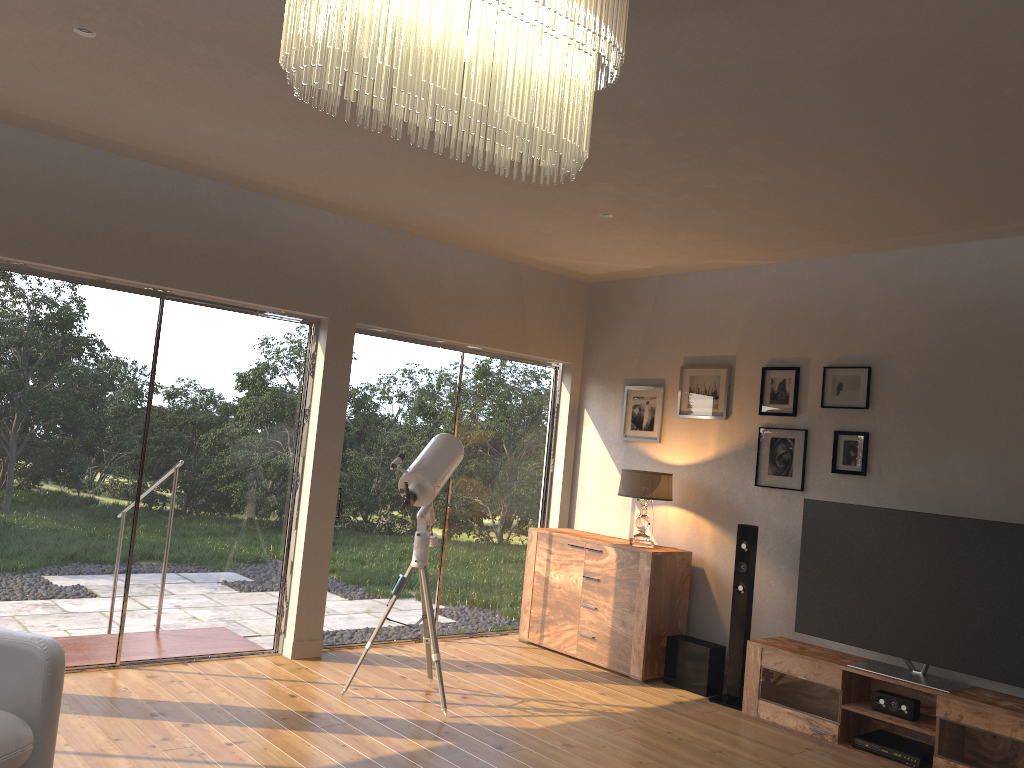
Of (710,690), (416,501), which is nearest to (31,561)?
(416,501)

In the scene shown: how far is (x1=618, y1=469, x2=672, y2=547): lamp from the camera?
5.9m

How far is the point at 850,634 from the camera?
4.9 meters

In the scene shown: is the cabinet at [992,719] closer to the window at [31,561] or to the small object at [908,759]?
the small object at [908,759]

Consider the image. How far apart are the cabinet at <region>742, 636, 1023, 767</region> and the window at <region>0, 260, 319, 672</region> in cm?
286

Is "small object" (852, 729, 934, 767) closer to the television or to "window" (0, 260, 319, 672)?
Answer: the television

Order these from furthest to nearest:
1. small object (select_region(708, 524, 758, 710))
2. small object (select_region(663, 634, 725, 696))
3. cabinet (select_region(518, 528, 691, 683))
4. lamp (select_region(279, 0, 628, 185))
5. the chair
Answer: cabinet (select_region(518, 528, 691, 683)), small object (select_region(663, 634, 725, 696)), small object (select_region(708, 524, 758, 710)), the chair, lamp (select_region(279, 0, 628, 185))

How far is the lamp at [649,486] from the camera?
5.9m

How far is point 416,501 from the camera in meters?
4.8

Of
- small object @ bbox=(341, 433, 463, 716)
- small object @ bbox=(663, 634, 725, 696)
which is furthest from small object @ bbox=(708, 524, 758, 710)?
small object @ bbox=(341, 433, 463, 716)
